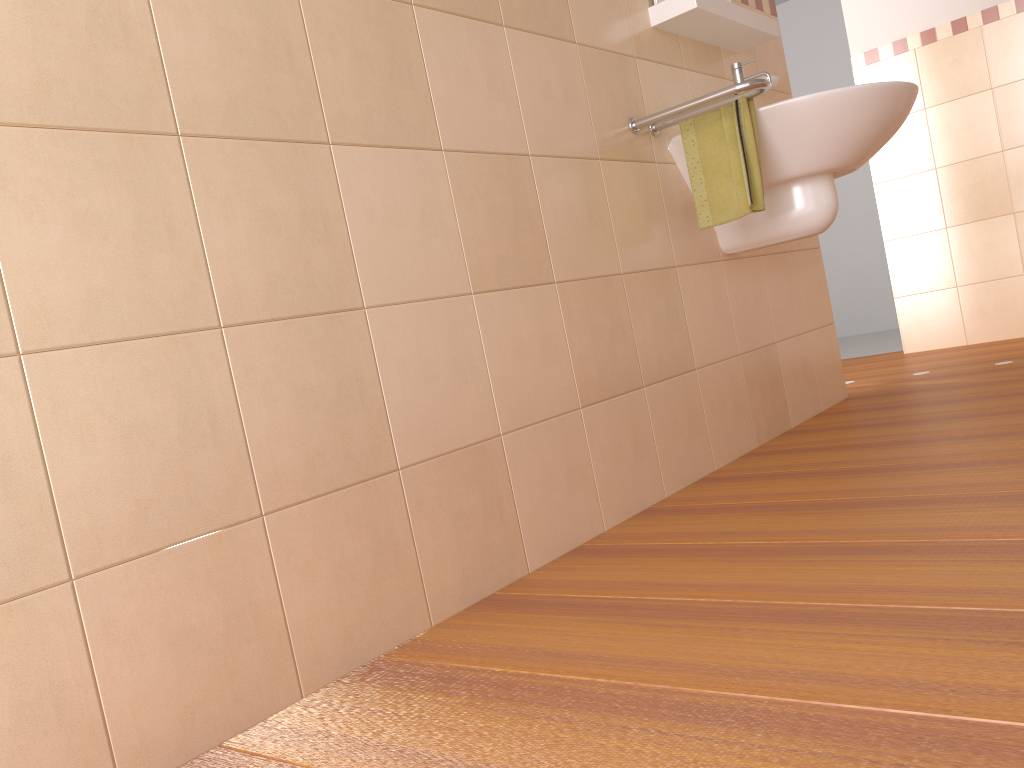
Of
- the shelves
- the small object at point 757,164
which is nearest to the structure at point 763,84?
the small object at point 757,164

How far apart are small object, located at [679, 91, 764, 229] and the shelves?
0.31m

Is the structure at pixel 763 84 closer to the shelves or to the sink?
the sink

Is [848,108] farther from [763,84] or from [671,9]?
[671,9]

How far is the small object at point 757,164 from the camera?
2.10m

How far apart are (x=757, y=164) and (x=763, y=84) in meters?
0.2

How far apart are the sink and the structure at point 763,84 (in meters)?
0.06

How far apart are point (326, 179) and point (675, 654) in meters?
0.9 m

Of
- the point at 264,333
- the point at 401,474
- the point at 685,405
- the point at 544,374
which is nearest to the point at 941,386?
the point at 685,405

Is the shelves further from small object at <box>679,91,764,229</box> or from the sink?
small object at <box>679,91,764,229</box>
